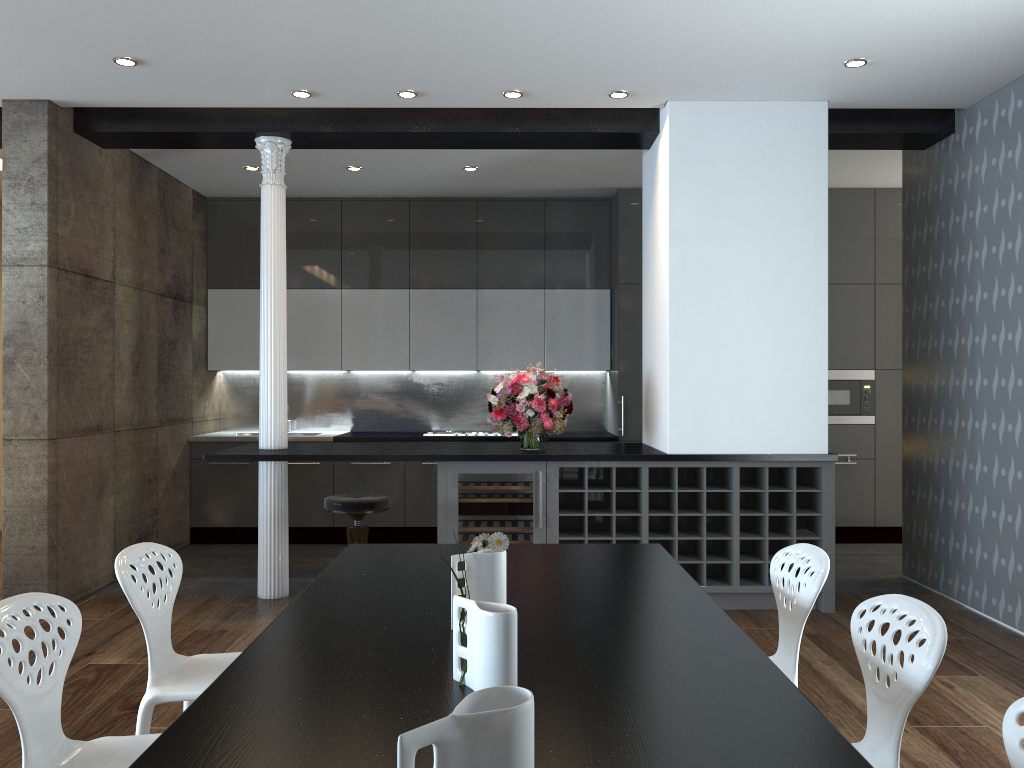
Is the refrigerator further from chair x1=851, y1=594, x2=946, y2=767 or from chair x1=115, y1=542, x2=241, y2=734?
chair x1=851, y1=594, x2=946, y2=767

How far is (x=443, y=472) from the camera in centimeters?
521cm

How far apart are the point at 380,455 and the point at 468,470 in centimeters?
52cm

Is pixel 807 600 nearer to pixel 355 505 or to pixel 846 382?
pixel 355 505

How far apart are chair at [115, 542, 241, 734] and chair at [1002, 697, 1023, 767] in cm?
210

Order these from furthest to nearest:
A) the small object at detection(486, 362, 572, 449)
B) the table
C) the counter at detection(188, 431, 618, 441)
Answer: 1. the counter at detection(188, 431, 618, 441)
2. the small object at detection(486, 362, 572, 449)
3. the table

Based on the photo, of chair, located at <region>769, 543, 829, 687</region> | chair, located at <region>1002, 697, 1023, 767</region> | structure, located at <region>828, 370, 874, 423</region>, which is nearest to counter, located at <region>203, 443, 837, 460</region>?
chair, located at <region>769, 543, 829, 687</region>

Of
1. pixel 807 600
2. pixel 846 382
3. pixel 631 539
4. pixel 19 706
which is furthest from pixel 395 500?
pixel 19 706

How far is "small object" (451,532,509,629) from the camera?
2.2 meters

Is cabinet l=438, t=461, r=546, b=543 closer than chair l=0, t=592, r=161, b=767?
No
